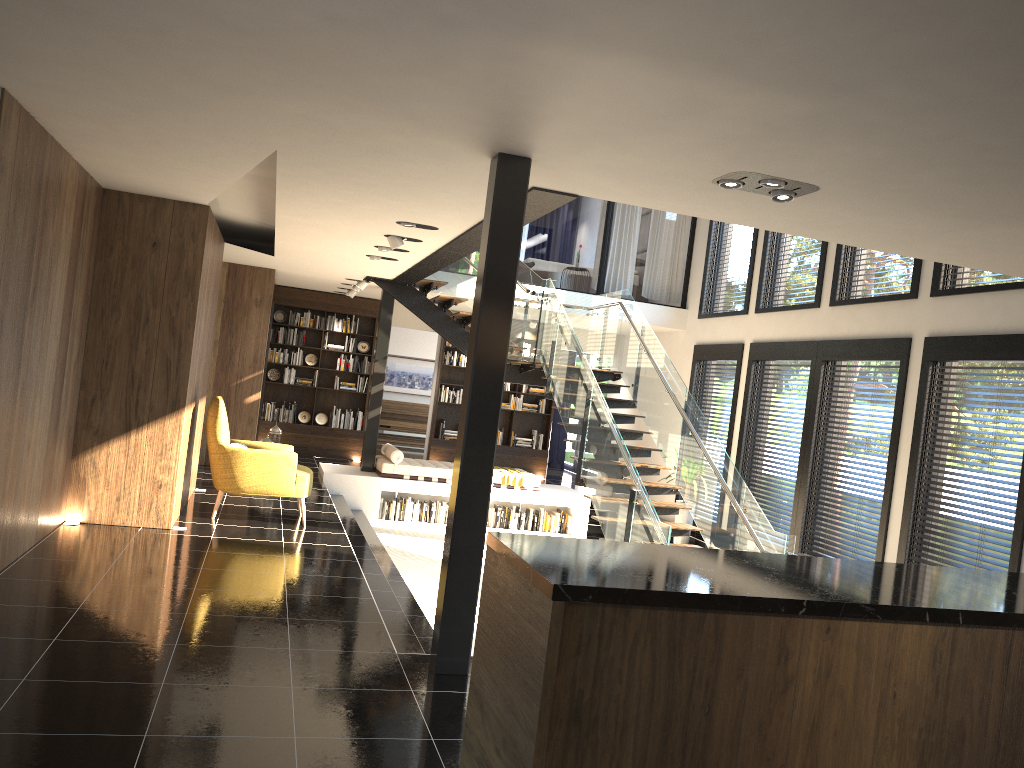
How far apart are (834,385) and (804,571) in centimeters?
751cm

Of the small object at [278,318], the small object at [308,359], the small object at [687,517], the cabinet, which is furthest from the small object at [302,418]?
the cabinet

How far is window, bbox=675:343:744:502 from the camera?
11.9m

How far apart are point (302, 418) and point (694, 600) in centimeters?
1281cm

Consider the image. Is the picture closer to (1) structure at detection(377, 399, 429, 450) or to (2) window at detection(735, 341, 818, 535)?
(1) structure at detection(377, 399, 429, 450)

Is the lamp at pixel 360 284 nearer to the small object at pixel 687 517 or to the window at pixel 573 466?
the small object at pixel 687 517

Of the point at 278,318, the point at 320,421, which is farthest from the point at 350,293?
the point at 320,421

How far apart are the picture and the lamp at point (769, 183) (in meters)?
14.34

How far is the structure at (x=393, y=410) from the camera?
17.99m

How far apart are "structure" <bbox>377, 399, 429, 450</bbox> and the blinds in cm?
273
